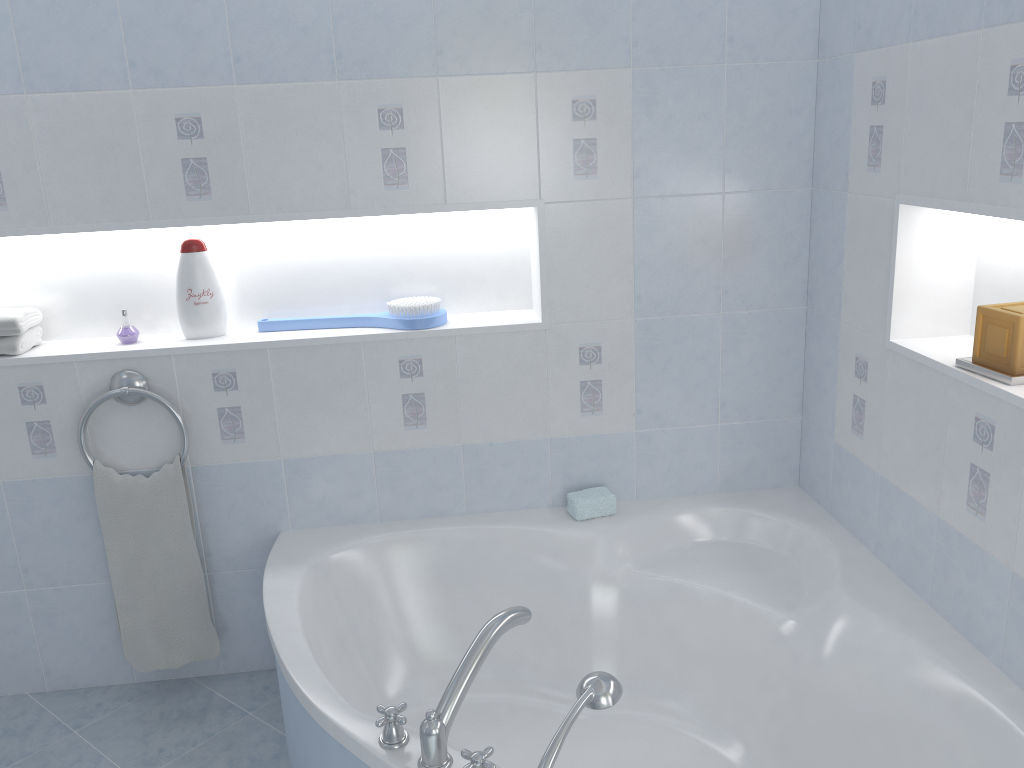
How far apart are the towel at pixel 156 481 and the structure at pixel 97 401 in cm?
2

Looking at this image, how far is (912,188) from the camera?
1.95m

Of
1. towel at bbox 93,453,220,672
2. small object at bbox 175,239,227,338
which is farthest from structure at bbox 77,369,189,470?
small object at bbox 175,239,227,338

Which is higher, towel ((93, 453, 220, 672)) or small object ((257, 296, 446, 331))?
small object ((257, 296, 446, 331))

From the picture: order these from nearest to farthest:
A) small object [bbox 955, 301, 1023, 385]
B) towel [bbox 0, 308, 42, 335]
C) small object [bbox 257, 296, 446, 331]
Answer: small object [bbox 955, 301, 1023, 385], towel [bbox 0, 308, 42, 335], small object [bbox 257, 296, 446, 331]

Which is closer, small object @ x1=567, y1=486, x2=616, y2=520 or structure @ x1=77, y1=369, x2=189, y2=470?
structure @ x1=77, y1=369, x2=189, y2=470

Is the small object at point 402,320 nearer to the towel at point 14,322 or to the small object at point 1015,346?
the towel at point 14,322

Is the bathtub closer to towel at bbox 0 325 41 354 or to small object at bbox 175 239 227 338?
small object at bbox 175 239 227 338

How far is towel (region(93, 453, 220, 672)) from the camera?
2.4 meters

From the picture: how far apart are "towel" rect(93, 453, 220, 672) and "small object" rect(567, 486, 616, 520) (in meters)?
1.06
